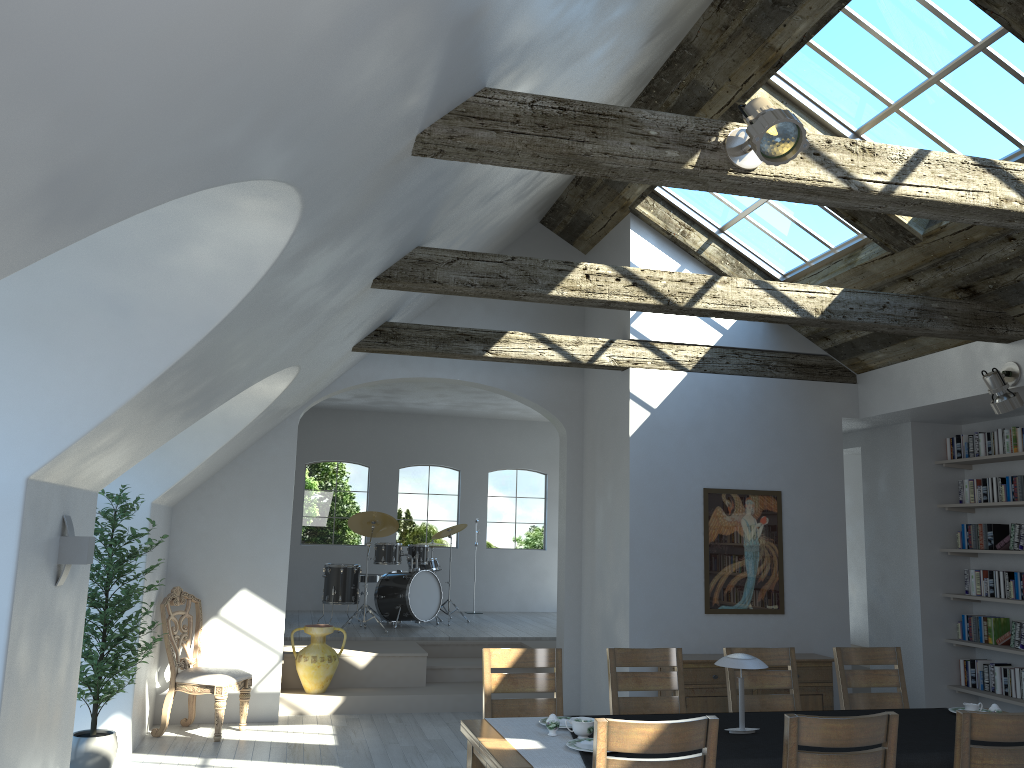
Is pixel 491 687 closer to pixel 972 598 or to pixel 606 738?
pixel 606 738

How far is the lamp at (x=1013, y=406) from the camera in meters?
6.2 m

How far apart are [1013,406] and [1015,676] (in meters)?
2.55

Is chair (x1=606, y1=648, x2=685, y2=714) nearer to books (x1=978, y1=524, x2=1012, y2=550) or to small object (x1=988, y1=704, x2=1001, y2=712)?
small object (x1=988, y1=704, x2=1001, y2=712)

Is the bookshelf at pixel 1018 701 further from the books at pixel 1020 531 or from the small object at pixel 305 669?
the small object at pixel 305 669

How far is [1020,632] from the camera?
7.3 meters

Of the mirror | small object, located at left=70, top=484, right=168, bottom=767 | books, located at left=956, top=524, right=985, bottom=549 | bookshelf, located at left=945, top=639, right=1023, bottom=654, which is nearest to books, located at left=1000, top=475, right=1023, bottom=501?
books, located at left=956, top=524, right=985, bottom=549

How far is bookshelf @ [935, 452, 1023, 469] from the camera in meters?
7.4 m

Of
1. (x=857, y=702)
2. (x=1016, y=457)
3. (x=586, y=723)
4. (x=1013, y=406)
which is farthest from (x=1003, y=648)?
(x=586, y=723)

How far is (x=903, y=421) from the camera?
8.2m
